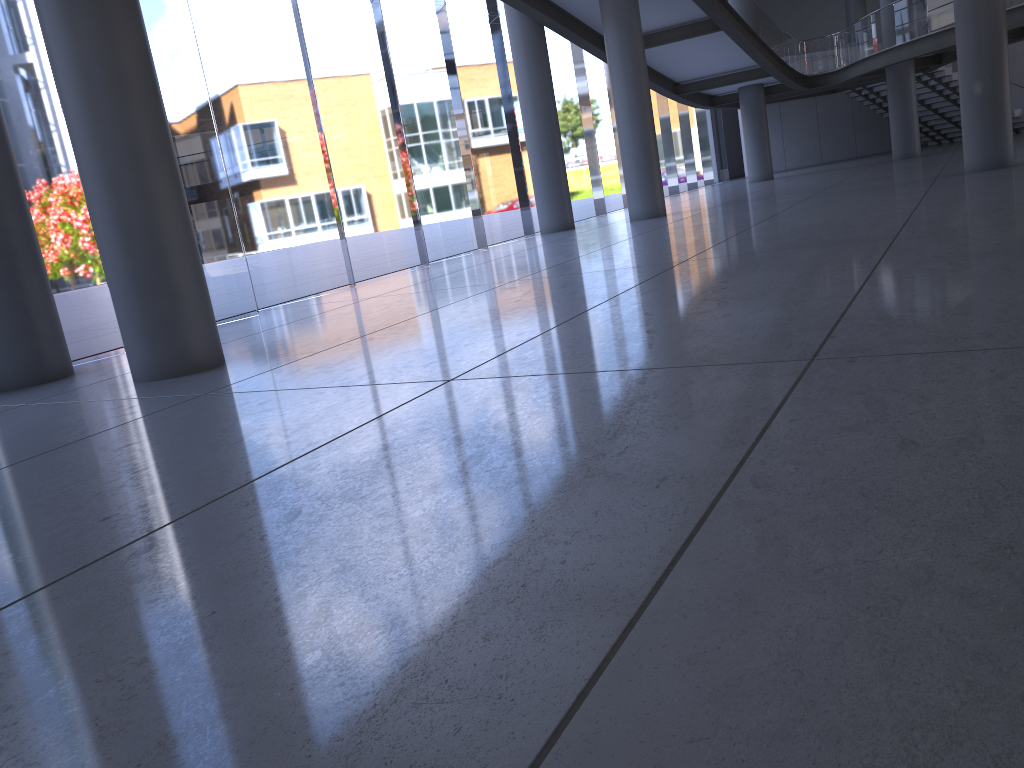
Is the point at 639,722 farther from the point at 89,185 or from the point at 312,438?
the point at 89,185

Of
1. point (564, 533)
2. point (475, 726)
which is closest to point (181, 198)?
point (564, 533)
